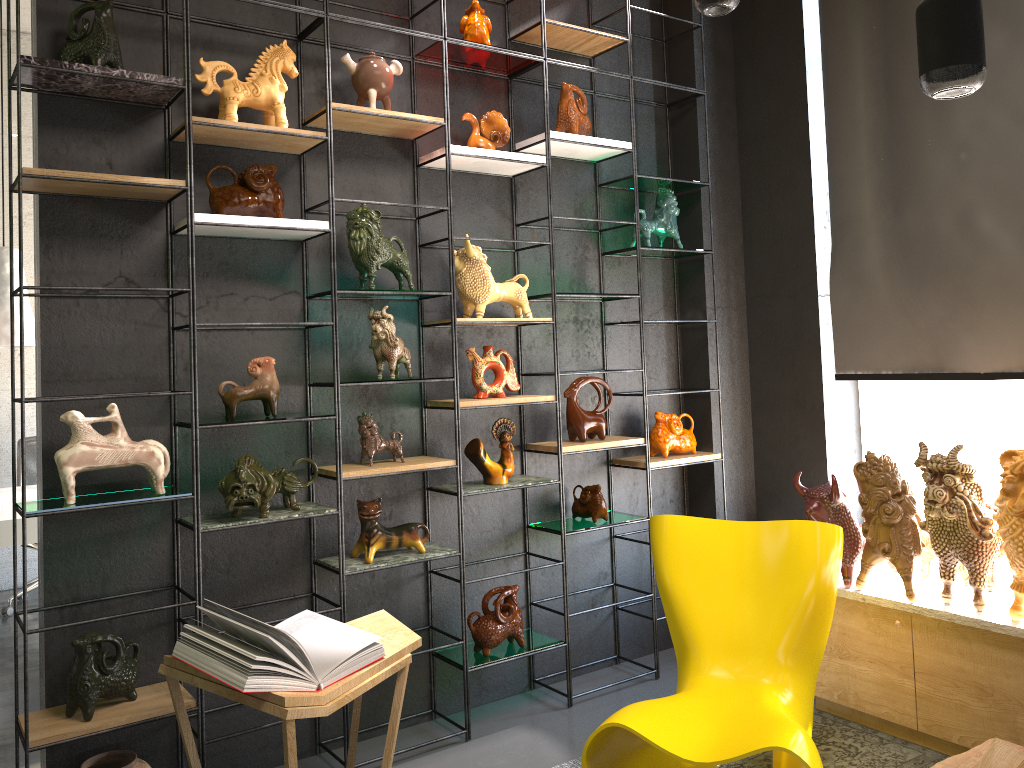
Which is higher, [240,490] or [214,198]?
[214,198]

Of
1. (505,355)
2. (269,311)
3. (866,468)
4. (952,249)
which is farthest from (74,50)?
(952,249)

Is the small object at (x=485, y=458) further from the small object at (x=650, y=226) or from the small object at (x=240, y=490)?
the small object at (x=650, y=226)

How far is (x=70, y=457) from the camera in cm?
274

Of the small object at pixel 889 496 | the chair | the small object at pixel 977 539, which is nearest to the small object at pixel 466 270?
the chair

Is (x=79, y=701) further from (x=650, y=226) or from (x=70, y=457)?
(x=650, y=226)

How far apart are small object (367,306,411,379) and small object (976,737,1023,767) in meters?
2.2 m

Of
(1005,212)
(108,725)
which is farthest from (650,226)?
(108,725)

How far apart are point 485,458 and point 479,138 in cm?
131

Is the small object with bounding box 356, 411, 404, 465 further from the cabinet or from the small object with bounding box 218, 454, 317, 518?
the cabinet
